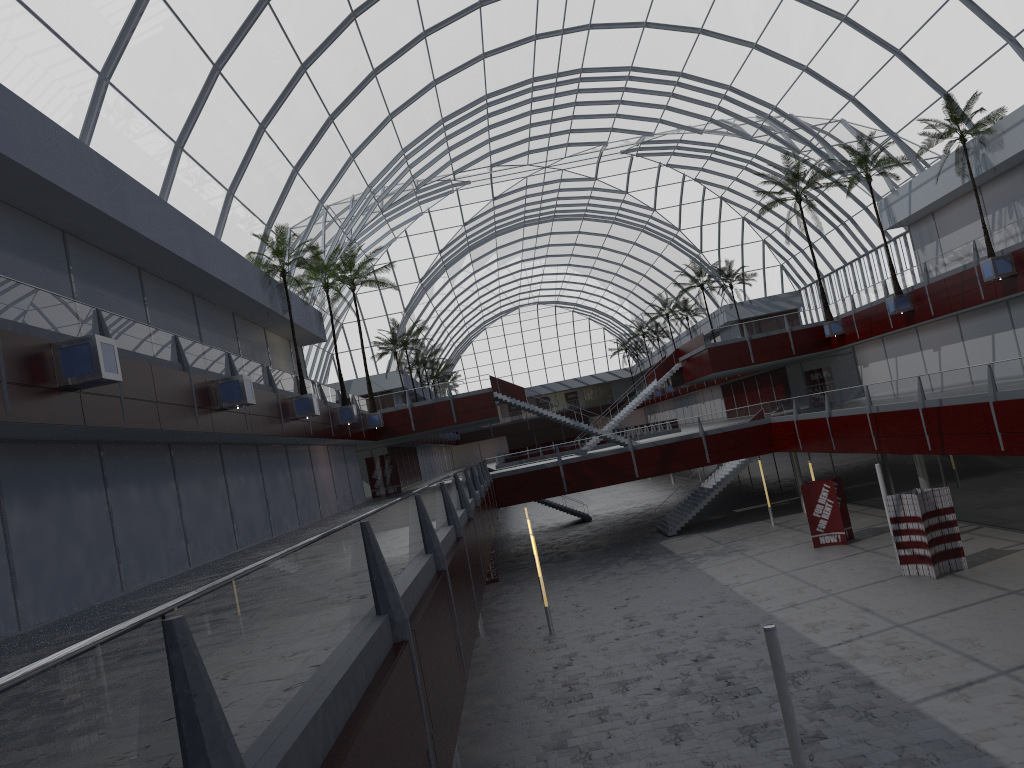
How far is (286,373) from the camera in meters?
41.9 m
